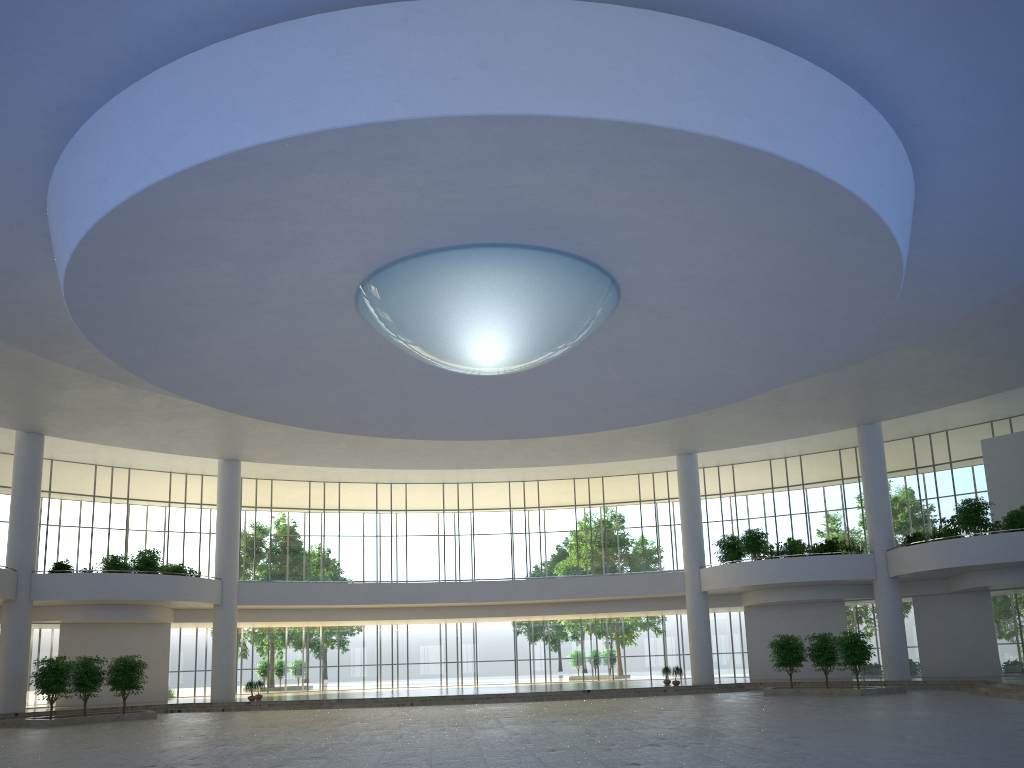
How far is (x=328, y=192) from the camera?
29.51m
